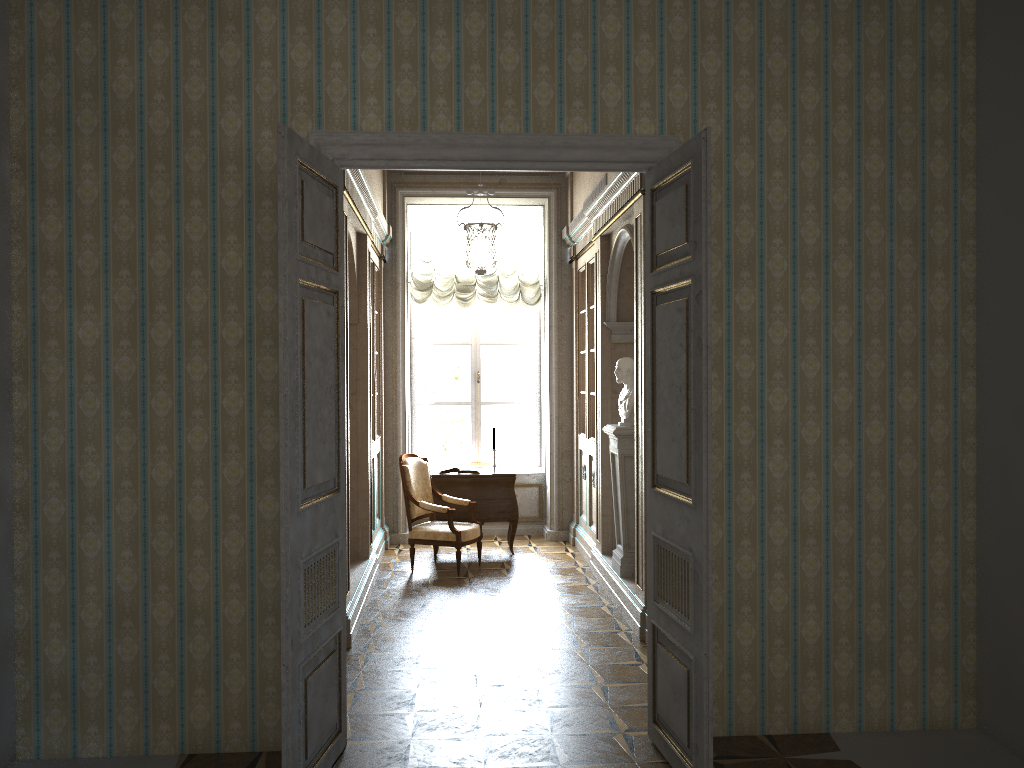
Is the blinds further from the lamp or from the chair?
the chair

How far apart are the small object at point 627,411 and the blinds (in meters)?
2.90

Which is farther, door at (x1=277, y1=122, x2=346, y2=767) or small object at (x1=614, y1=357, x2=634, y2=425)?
small object at (x1=614, y1=357, x2=634, y2=425)

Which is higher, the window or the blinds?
the blinds

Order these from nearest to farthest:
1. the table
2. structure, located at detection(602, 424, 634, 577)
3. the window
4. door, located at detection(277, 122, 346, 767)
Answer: door, located at detection(277, 122, 346, 767) → structure, located at detection(602, 424, 634, 577) → the table → the window

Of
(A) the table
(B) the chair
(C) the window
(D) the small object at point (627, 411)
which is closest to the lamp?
(C) the window

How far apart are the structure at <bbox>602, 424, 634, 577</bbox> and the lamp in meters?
1.5

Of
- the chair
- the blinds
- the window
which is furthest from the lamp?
the chair

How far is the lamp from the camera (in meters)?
6.62

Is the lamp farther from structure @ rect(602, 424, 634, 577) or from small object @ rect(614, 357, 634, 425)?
structure @ rect(602, 424, 634, 577)
